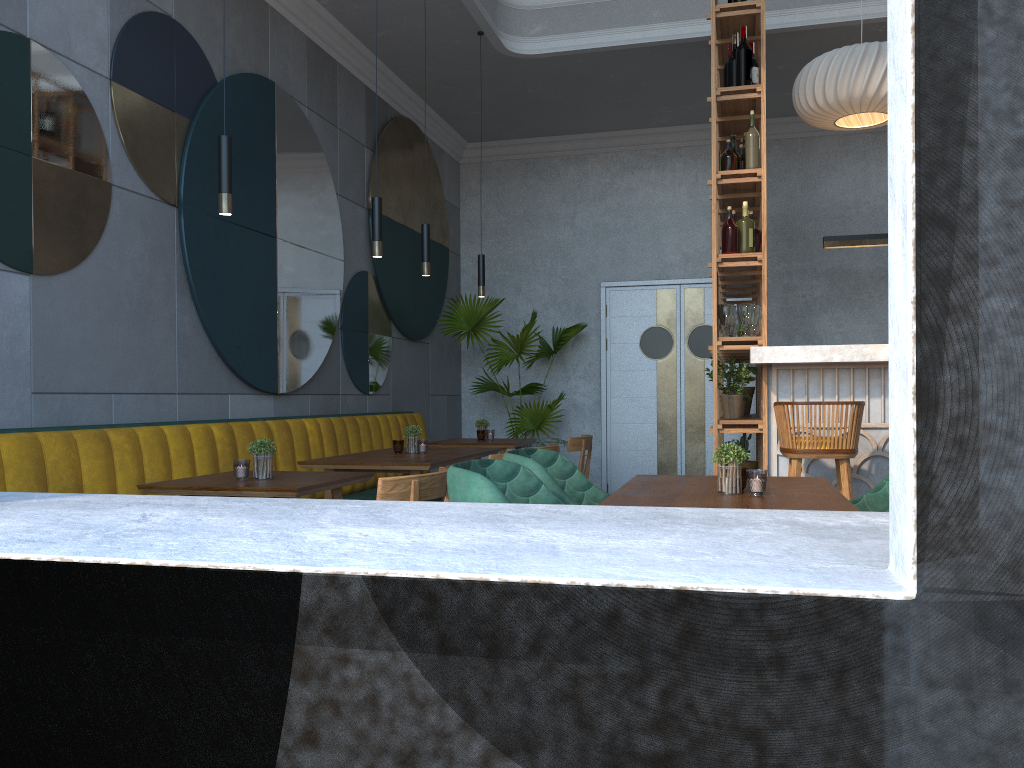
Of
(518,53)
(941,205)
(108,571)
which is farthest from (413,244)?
(941,205)

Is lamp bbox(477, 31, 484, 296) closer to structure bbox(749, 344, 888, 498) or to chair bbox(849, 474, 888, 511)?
structure bbox(749, 344, 888, 498)

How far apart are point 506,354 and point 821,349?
3.59m

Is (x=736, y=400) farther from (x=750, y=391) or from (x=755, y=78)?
(x=755, y=78)

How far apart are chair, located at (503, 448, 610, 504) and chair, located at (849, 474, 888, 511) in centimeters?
84cm

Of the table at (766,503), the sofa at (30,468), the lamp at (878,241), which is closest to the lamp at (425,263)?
the sofa at (30,468)

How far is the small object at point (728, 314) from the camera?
4.6 meters

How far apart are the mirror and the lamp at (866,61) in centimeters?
296cm

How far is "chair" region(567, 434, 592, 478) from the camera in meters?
5.6

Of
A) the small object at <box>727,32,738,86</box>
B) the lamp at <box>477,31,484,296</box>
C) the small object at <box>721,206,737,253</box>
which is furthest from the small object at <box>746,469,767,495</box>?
the lamp at <box>477,31,484,296</box>
